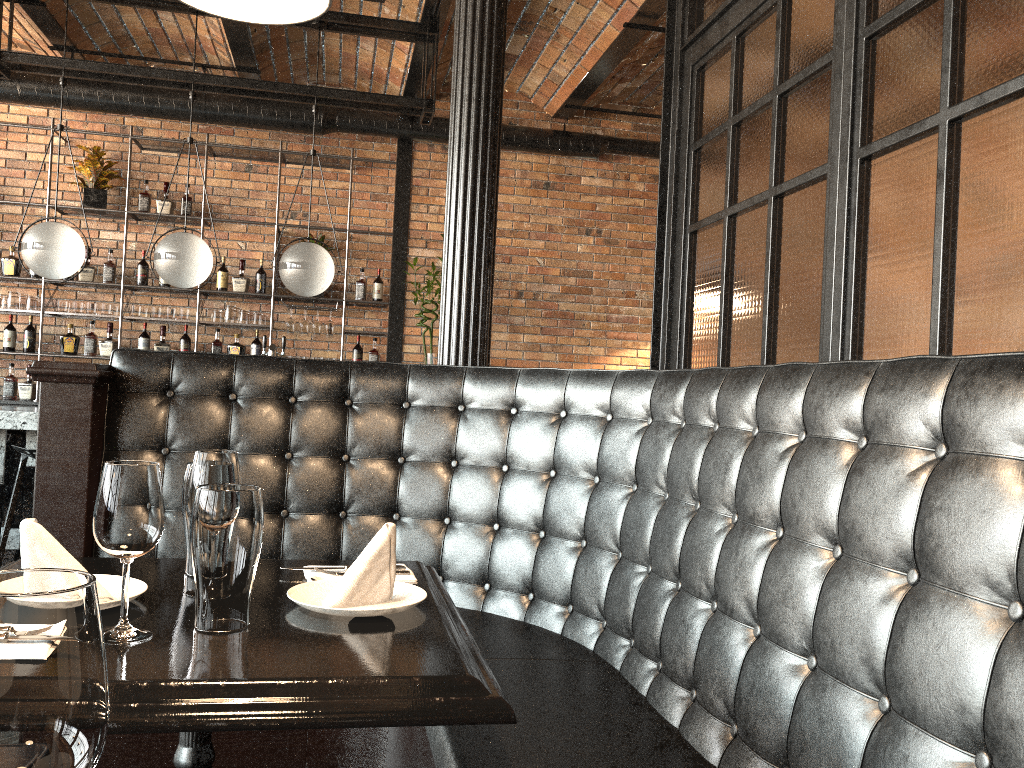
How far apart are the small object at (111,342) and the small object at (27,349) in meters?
0.5 m

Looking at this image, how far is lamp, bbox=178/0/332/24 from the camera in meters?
1.6 m

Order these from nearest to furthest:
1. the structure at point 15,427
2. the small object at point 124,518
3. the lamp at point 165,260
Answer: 1. the small object at point 124,518
2. the structure at point 15,427
3. the lamp at point 165,260

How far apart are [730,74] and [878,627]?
2.25m

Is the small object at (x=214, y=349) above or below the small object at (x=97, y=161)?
below

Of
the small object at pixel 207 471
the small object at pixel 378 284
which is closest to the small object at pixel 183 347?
the small object at pixel 378 284

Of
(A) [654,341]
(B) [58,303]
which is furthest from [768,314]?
(B) [58,303]

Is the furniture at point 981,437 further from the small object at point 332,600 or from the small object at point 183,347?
the small object at point 183,347

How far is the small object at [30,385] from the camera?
6.80m

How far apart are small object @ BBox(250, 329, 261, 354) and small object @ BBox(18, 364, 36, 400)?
1.7 meters
